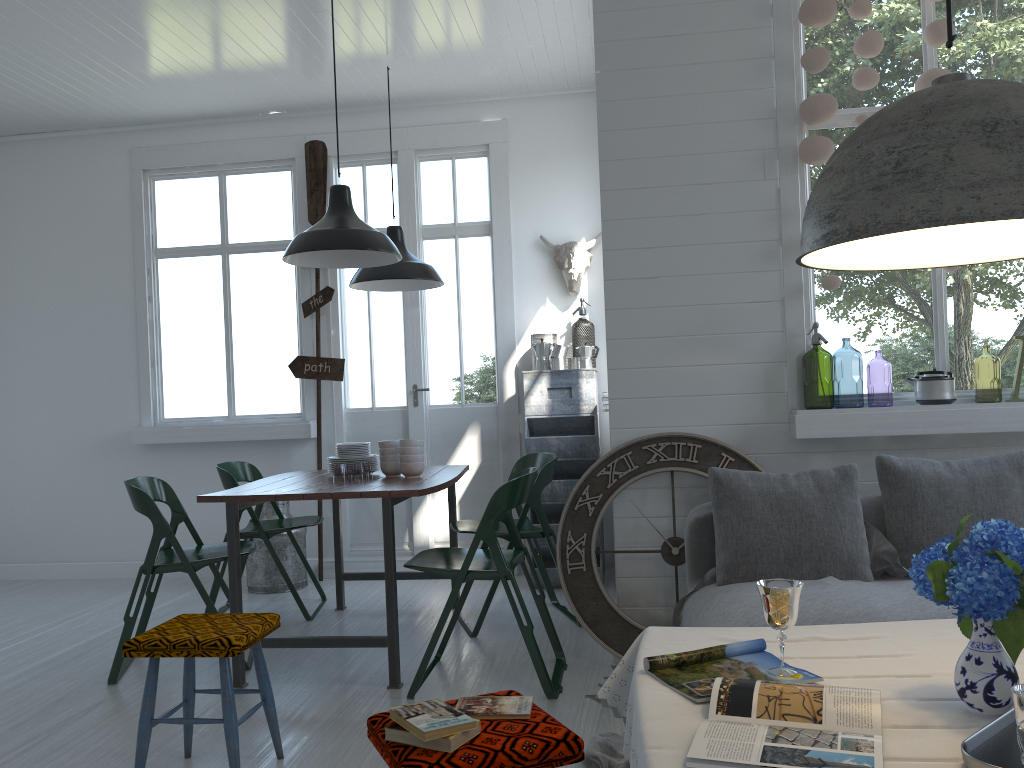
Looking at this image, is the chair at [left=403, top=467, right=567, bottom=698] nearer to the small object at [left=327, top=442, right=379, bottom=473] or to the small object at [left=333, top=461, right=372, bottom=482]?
the small object at [left=327, top=442, right=379, bottom=473]

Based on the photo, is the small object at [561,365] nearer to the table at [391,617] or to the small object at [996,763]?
the table at [391,617]

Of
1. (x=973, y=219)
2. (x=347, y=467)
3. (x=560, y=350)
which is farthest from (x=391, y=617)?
(x=347, y=467)

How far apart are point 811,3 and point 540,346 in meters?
3.0

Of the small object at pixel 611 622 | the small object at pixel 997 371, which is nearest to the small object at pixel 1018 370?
the small object at pixel 611 622

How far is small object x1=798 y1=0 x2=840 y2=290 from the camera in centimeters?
414cm

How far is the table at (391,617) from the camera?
4.1m

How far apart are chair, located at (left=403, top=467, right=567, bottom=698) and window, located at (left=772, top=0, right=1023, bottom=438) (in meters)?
1.24

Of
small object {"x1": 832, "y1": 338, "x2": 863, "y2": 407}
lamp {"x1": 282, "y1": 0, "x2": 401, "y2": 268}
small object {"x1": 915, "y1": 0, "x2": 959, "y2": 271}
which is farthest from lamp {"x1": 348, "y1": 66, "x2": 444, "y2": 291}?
small object {"x1": 915, "y1": 0, "x2": 959, "y2": 271}

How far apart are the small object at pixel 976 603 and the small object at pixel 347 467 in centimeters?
515cm
